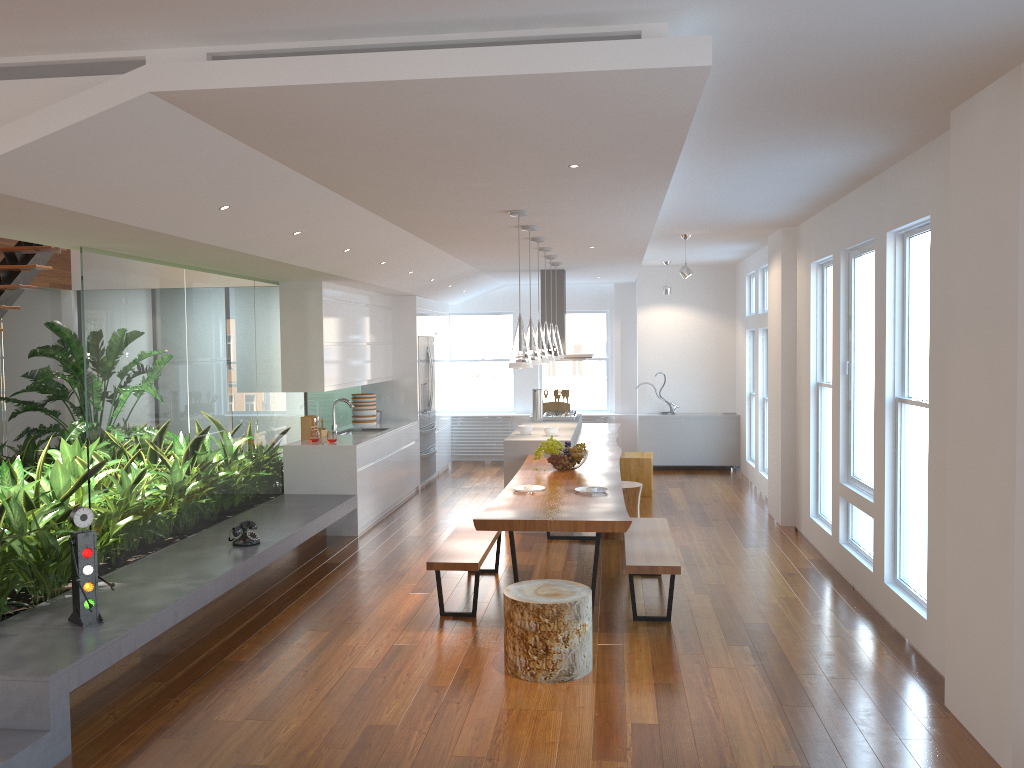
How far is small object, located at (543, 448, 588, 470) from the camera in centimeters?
675cm

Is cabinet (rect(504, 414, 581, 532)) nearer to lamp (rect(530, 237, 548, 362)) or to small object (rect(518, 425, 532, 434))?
small object (rect(518, 425, 532, 434))

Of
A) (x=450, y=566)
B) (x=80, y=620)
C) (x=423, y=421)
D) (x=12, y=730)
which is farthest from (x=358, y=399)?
(x=12, y=730)

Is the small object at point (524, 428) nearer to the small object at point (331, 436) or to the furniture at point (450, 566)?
the small object at point (331, 436)

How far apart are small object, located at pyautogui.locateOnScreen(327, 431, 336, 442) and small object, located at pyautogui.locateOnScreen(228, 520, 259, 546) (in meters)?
2.09

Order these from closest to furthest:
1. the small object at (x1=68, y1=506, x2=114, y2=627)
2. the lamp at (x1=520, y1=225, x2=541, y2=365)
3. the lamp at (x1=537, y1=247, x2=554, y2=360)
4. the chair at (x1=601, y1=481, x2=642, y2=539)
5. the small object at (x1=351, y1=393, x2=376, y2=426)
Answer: the small object at (x1=68, y1=506, x2=114, y2=627) → the lamp at (x1=520, y1=225, x2=541, y2=365) → the chair at (x1=601, y1=481, x2=642, y2=539) → the lamp at (x1=537, y1=247, x2=554, y2=360) → the small object at (x1=351, y1=393, x2=376, y2=426)

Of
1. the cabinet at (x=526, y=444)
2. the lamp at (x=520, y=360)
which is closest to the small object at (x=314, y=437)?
the cabinet at (x=526, y=444)

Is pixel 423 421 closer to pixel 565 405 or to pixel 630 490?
pixel 565 405

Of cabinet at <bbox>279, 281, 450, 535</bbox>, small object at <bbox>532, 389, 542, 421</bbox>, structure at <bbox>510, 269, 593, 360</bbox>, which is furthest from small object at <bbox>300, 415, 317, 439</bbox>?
structure at <bbox>510, 269, 593, 360</bbox>

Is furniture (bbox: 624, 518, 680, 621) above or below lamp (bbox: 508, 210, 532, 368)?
below
